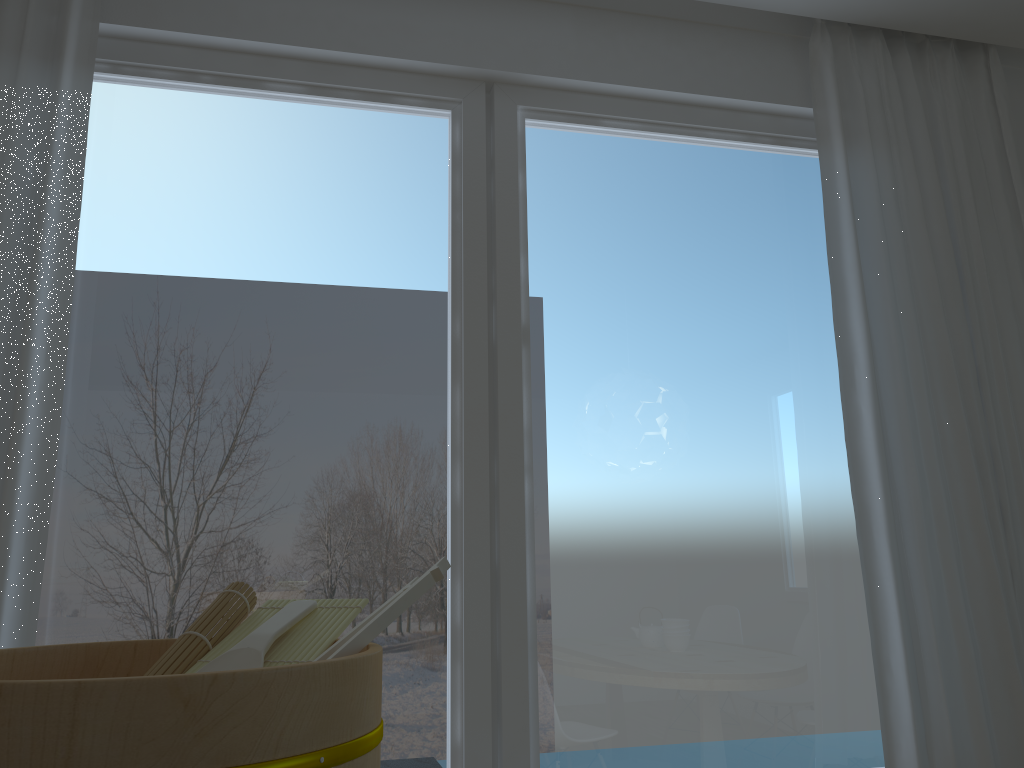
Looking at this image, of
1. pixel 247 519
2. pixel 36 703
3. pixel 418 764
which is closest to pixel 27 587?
pixel 247 519

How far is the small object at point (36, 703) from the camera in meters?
0.5

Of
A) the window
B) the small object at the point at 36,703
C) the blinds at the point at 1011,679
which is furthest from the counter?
the blinds at the point at 1011,679

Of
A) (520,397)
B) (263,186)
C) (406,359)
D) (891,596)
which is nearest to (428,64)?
(263,186)

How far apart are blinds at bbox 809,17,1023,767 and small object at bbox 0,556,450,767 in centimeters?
171cm

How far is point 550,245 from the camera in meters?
2.4 m

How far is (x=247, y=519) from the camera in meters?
2.1

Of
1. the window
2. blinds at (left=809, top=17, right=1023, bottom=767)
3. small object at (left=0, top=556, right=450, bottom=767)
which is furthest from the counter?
blinds at (left=809, top=17, right=1023, bottom=767)

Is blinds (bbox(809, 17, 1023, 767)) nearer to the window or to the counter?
the window

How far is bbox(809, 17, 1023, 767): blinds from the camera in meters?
2.2 m
